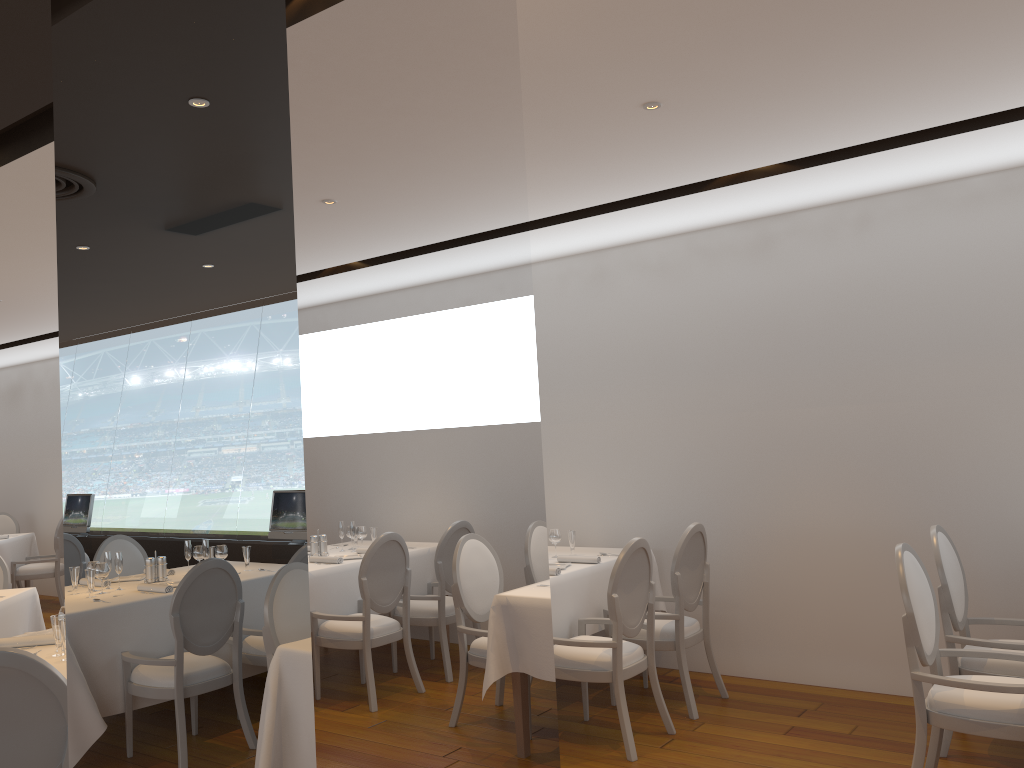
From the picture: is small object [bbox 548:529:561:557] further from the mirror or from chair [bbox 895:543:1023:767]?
the mirror

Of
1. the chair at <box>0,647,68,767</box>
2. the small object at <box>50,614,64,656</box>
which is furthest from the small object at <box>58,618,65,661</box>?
the chair at <box>0,647,68,767</box>

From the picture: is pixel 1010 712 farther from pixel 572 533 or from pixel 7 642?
pixel 7 642

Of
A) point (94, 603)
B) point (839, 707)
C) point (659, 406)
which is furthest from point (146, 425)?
point (659, 406)

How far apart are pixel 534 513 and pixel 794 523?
4.2 meters

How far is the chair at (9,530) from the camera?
11.26m

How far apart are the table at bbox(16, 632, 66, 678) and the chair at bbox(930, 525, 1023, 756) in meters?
3.9

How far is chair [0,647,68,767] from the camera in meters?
2.8 m

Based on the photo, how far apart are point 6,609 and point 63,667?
2.3m

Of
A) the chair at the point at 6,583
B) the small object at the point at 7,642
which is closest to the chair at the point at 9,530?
the chair at the point at 6,583
